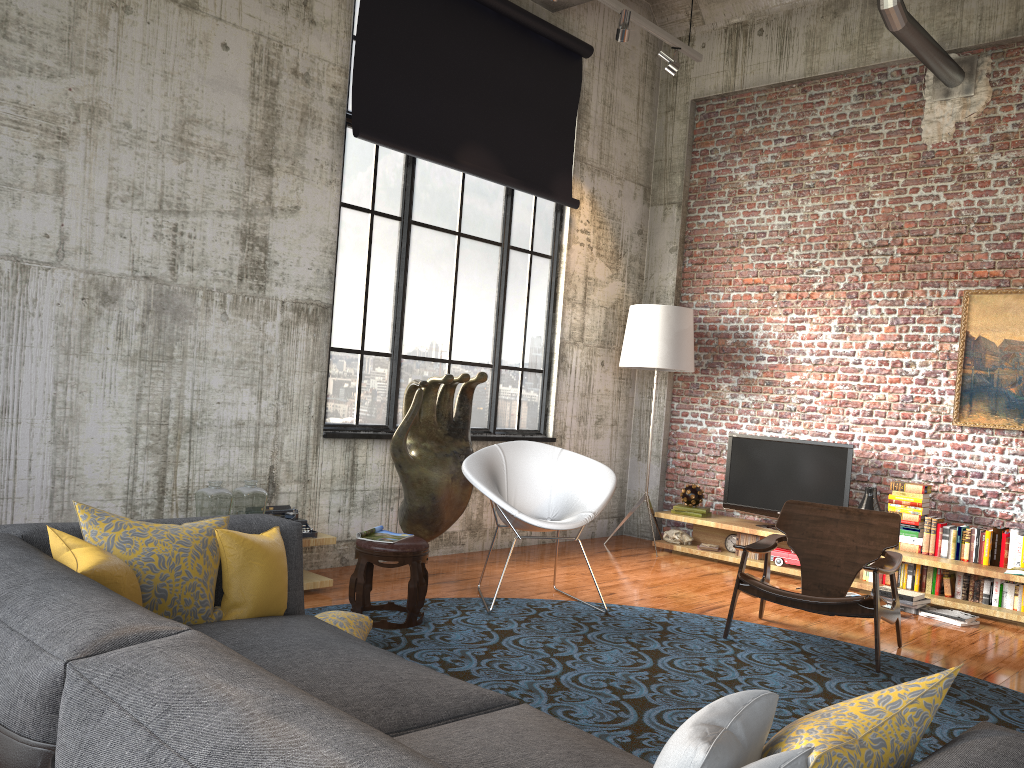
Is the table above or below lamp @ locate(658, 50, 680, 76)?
below

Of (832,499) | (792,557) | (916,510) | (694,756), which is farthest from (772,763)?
(832,499)

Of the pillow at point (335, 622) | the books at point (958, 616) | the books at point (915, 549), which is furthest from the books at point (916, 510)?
the pillow at point (335, 622)

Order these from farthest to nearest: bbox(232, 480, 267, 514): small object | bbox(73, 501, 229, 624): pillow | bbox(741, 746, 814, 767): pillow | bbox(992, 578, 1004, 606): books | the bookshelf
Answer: bbox(992, 578, 1004, 606): books → the bookshelf → bbox(232, 480, 267, 514): small object → bbox(73, 501, 229, 624): pillow → bbox(741, 746, 814, 767): pillow

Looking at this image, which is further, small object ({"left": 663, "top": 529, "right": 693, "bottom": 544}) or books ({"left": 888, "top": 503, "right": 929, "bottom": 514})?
small object ({"left": 663, "top": 529, "right": 693, "bottom": 544})

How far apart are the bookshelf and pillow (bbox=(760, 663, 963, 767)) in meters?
5.4

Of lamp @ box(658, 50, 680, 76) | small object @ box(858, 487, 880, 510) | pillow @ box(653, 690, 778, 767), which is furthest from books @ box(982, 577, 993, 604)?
pillow @ box(653, 690, 778, 767)

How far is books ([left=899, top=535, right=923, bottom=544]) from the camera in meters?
6.9 m

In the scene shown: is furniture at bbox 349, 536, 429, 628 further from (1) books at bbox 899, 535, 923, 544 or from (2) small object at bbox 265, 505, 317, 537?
(1) books at bbox 899, 535, 923, 544

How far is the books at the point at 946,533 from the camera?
6.7m
